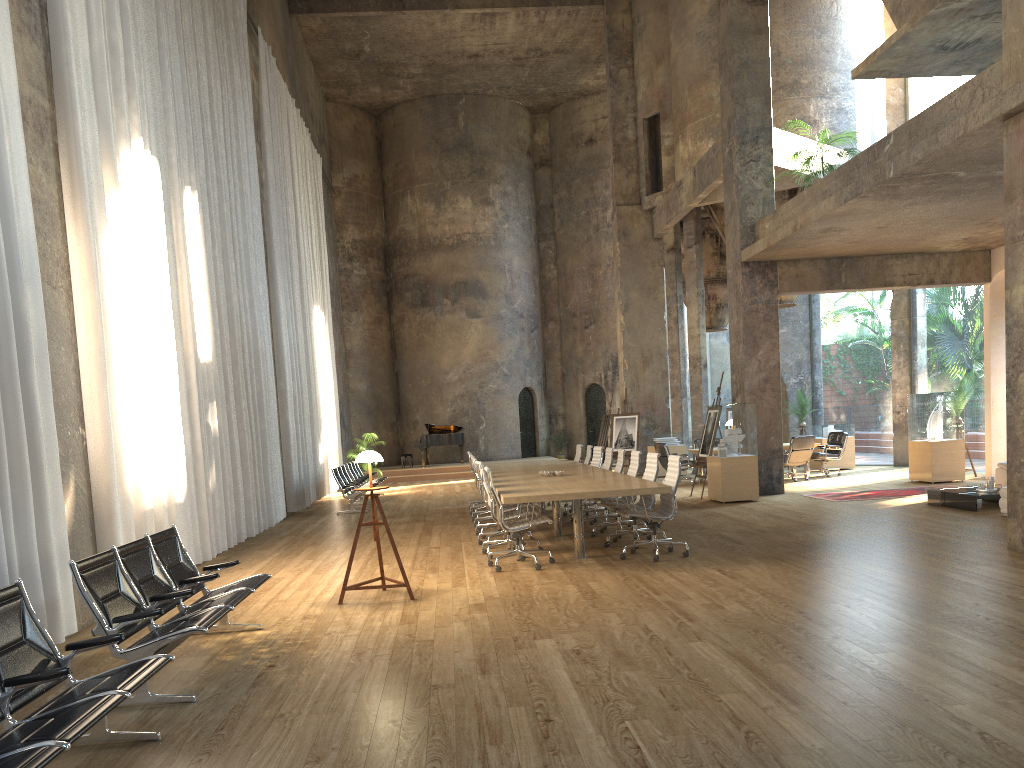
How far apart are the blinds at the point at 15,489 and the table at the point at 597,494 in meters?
3.6 m

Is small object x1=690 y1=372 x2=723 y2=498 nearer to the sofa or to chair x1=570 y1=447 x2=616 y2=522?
chair x1=570 y1=447 x2=616 y2=522

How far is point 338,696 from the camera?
4.7m

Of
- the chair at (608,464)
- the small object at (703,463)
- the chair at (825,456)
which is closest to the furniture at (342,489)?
the chair at (608,464)

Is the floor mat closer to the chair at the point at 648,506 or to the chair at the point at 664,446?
the chair at the point at 664,446

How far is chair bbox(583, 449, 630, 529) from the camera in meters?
11.5

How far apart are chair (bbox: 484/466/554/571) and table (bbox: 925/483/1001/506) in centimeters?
613cm

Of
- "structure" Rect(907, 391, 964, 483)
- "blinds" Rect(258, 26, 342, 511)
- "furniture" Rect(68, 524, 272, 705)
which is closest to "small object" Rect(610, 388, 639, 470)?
"structure" Rect(907, 391, 964, 483)

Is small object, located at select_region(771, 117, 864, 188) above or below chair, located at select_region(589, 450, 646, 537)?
above

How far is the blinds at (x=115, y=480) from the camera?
7.47m
